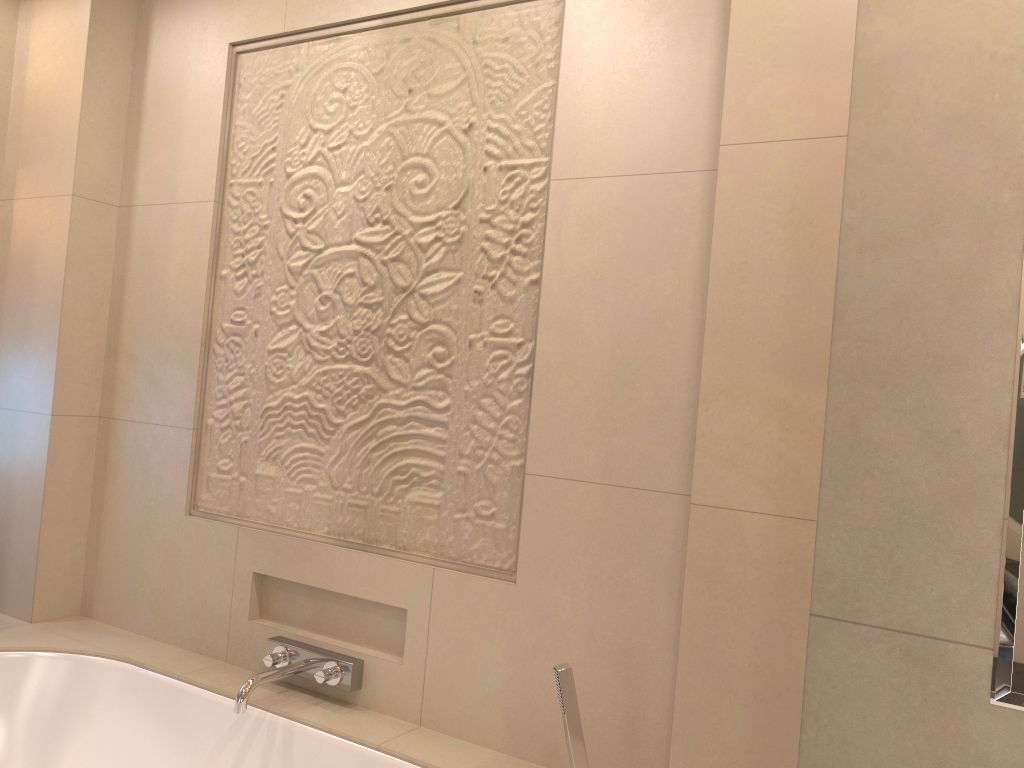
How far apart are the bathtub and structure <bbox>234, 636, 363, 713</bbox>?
0.0m

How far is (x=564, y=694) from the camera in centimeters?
161cm

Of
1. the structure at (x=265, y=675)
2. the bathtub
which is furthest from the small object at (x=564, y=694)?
the structure at (x=265, y=675)

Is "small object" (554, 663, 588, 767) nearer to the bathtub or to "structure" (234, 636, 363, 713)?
the bathtub

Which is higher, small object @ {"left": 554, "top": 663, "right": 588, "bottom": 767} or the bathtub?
small object @ {"left": 554, "top": 663, "right": 588, "bottom": 767}

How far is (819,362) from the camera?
1.5m

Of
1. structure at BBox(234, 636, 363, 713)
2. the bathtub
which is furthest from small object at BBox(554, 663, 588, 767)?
structure at BBox(234, 636, 363, 713)

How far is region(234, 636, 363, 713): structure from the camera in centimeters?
201cm

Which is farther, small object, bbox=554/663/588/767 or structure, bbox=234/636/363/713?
structure, bbox=234/636/363/713

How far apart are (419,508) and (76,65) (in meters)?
1.70
